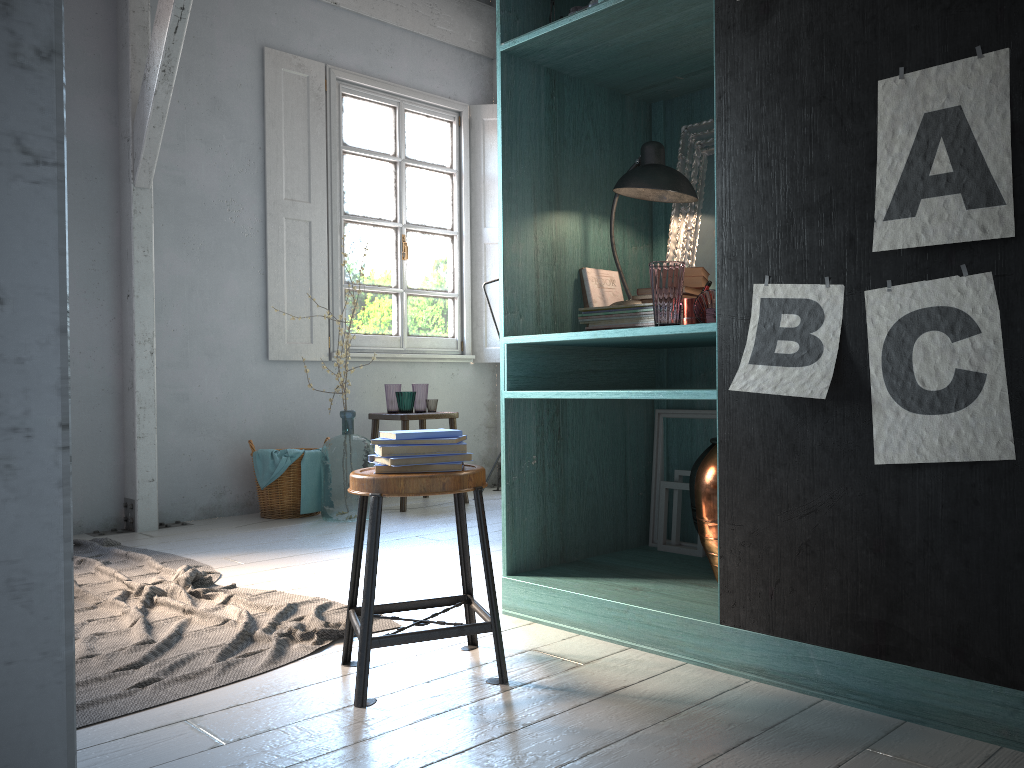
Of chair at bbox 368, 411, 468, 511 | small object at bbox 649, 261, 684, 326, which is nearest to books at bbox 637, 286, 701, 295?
small object at bbox 649, 261, 684, 326

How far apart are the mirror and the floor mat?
1.87m

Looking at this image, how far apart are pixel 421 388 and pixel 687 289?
3.84m

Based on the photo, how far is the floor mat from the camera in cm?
281

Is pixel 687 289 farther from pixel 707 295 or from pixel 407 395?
pixel 407 395

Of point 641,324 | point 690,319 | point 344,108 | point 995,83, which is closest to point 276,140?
point 344,108

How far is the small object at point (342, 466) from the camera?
6.0 meters

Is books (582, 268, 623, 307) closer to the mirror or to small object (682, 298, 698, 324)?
the mirror

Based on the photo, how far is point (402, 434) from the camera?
2.7m

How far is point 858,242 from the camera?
2.26m
